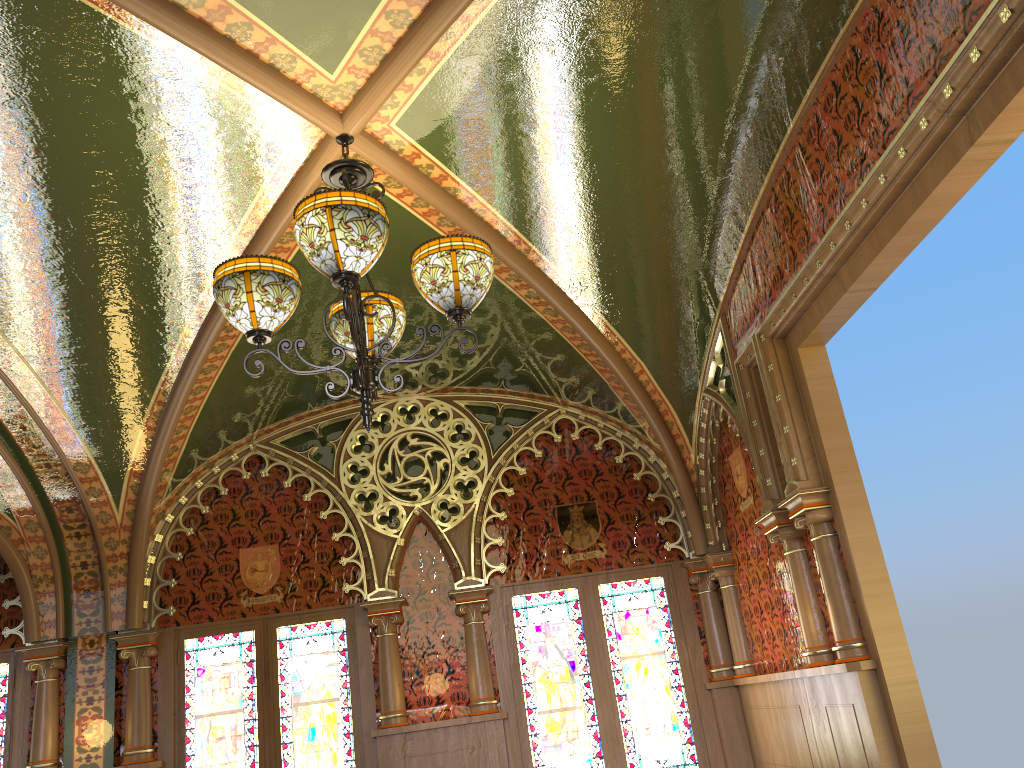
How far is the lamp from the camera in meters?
2.6

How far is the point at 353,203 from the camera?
2.6m

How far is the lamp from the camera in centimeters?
263cm
